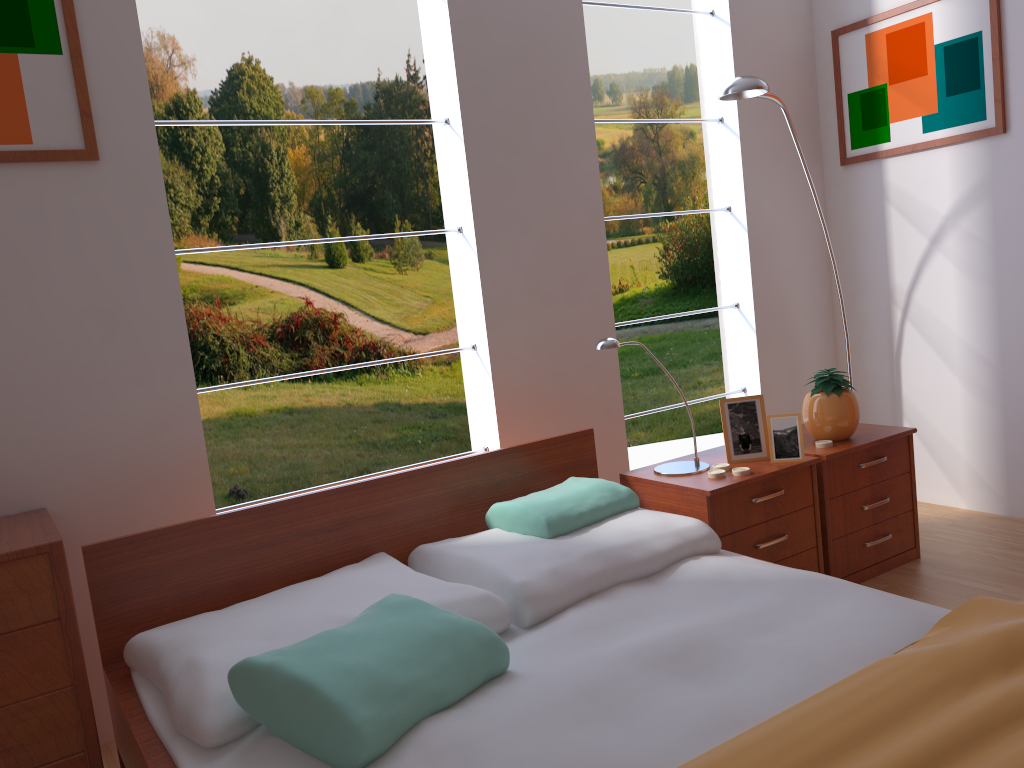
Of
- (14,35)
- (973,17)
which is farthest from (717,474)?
(14,35)

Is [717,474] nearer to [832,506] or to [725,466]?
[725,466]

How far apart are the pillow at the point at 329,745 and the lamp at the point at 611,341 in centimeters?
96cm

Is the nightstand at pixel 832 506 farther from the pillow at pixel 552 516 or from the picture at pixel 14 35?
the picture at pixel 14 35

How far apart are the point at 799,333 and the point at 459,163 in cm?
161

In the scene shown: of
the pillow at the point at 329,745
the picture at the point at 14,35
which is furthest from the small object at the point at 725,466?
the picture at the point at 14,35

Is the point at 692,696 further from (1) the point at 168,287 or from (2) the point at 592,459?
(1) the point at 168,287

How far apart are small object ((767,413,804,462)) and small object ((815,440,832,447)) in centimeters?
17cm

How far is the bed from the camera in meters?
Result: 1.3 m

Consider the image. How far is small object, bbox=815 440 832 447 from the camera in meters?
2.7 m
